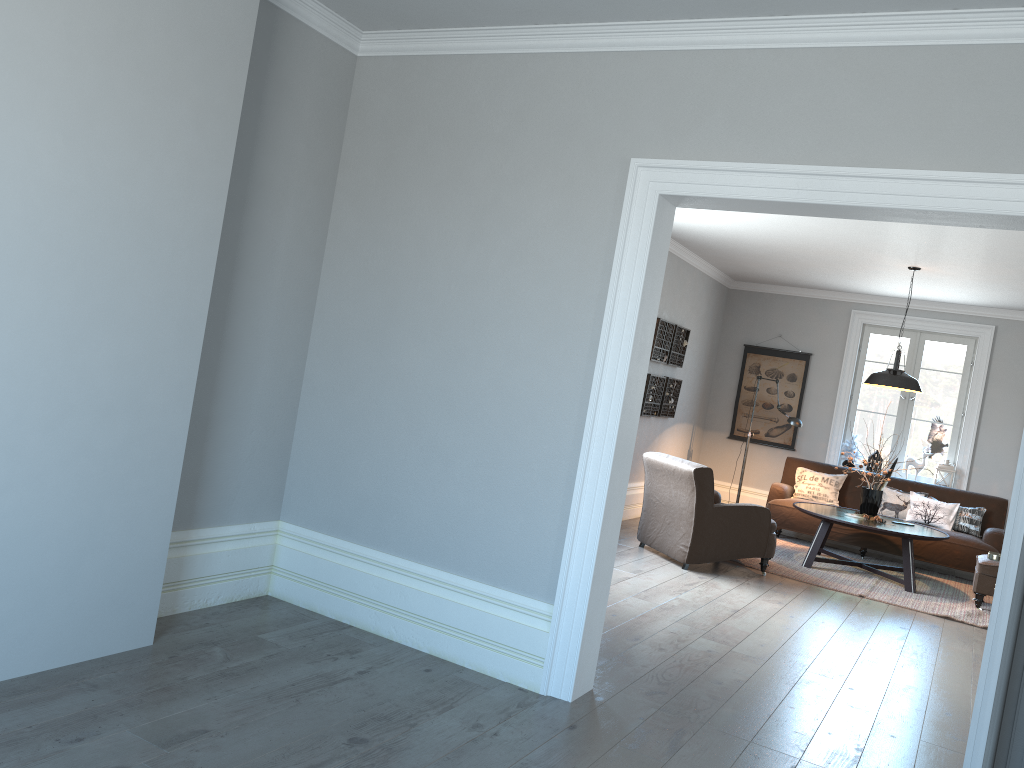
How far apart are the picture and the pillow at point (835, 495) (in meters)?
0.73

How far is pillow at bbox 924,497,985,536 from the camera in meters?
8.6

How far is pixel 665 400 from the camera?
9.04m

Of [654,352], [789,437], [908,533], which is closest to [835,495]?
[789,437]

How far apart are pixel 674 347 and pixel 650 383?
0.68m

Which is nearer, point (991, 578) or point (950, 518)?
point (991, 578)

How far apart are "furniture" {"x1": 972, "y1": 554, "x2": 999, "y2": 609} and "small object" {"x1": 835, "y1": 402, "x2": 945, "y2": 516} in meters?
0.9

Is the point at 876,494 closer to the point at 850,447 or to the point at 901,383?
the point at 901,383

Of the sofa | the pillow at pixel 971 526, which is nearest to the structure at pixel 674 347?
the sofa

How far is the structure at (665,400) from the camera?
9.0 meters
